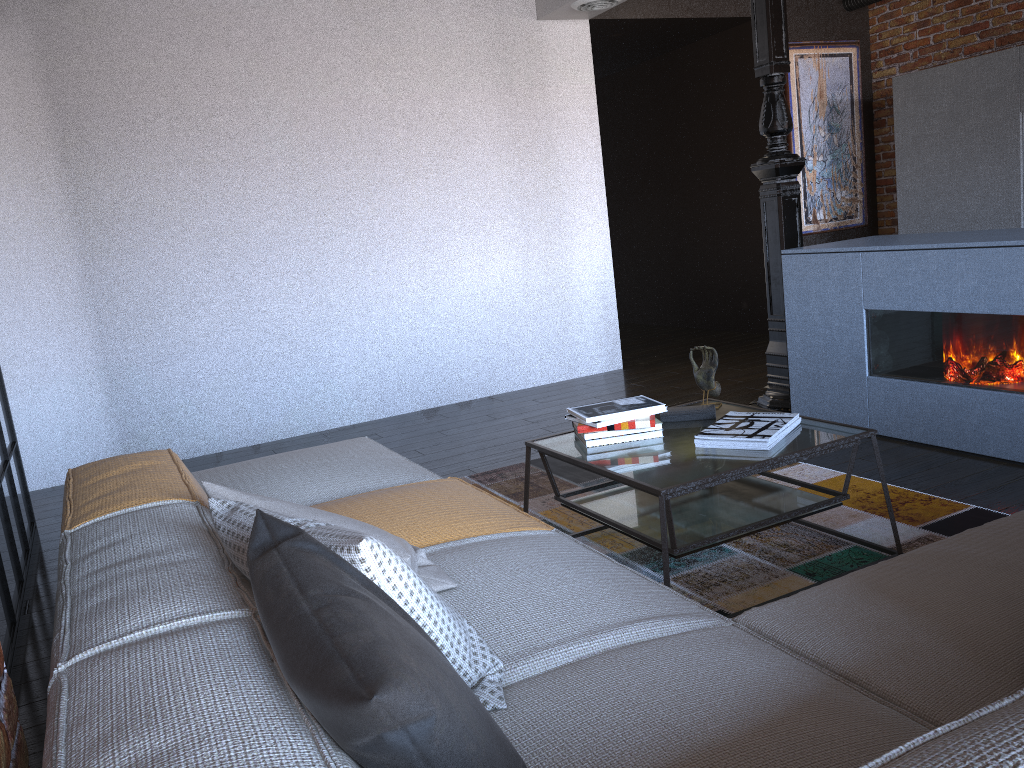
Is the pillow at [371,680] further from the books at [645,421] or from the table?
the books at [645,421]

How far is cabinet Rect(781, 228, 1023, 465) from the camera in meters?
3.3

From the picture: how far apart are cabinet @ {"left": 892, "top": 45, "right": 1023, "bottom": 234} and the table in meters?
3.6

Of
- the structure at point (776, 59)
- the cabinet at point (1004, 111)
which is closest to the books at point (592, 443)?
the structure at point (776, 59)

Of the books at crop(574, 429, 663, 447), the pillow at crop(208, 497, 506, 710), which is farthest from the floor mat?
the pillow at crop(208, 497, 506, 710)

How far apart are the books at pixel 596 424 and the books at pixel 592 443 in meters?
0.1 m

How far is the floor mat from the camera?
2.58m

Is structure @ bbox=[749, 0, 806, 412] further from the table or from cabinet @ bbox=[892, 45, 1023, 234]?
cabinet @ bbox=[892, 45, 1023, 234]

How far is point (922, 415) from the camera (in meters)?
3.68

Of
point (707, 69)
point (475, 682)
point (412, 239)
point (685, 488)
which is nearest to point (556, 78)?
point (412, 239)
